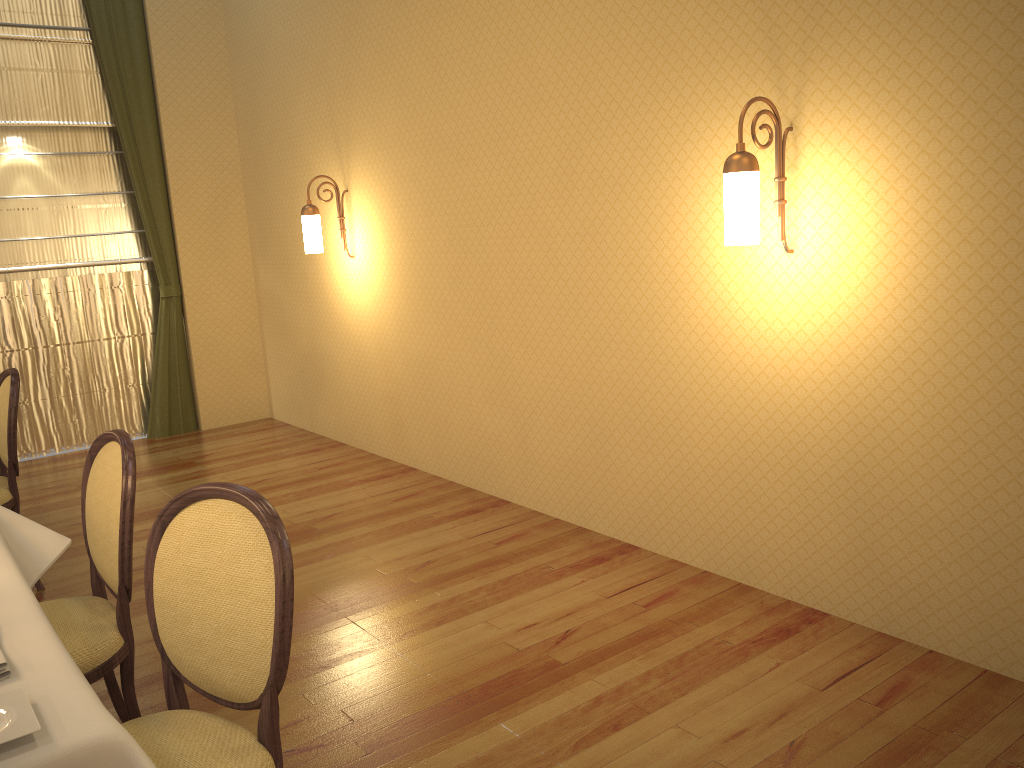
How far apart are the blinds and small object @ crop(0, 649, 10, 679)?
5.47m

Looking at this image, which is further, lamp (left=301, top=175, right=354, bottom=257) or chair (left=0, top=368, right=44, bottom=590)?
lamp (left=301, top=175, right=354, bottom=257)

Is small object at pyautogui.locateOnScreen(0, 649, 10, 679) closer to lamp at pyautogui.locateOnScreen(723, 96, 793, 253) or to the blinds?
lamp at pyautogui.locateOnScreen(723, 96, 793, 253)

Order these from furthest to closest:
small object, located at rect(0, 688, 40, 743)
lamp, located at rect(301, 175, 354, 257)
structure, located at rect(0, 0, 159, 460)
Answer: structure, located at rect(0, 0, 159, 460), lamp, located at rect(301, 175, 354, 257), small object, located at rect(0, 688, 40, 743)

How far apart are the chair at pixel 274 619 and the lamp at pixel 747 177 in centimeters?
174cm

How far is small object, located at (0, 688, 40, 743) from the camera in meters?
1.3 m

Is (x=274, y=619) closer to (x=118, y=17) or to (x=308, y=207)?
(x=308, y=207)

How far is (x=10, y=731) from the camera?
1.3m

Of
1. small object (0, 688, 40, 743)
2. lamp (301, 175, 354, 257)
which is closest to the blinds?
lamp (301, 175, 354, 257)

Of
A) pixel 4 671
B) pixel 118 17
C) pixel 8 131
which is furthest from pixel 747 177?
pixel 8 131
